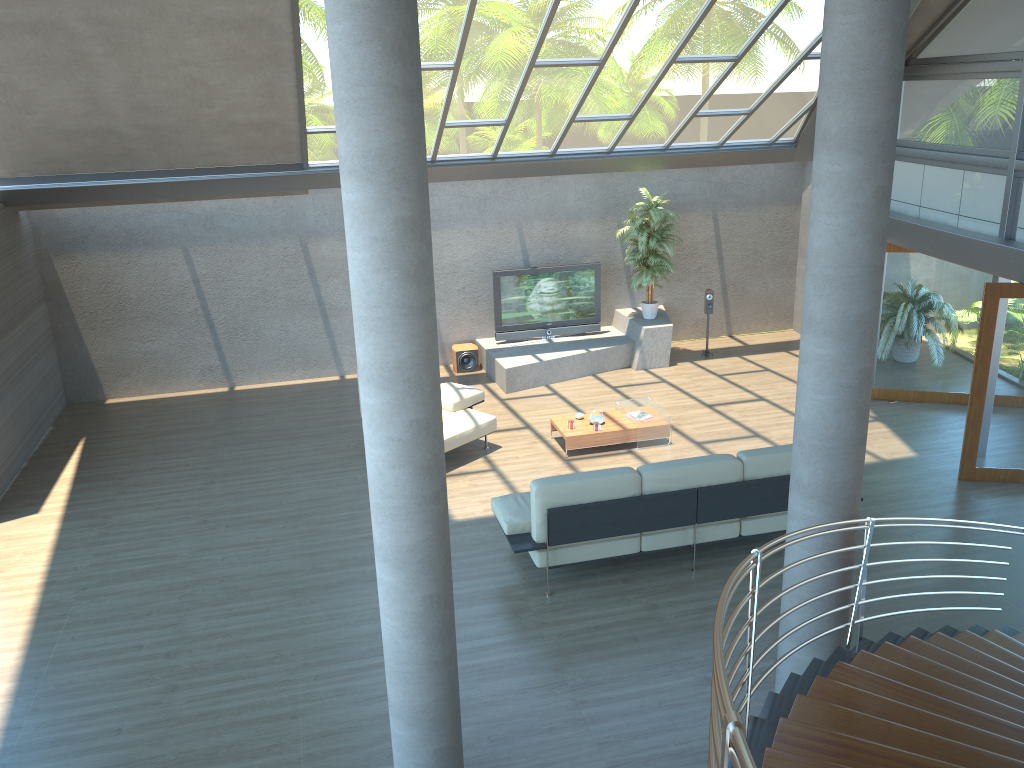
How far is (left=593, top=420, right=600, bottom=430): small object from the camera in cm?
960

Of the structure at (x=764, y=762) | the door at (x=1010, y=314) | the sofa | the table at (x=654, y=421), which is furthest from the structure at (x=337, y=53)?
the door at (x=1010, y=314)

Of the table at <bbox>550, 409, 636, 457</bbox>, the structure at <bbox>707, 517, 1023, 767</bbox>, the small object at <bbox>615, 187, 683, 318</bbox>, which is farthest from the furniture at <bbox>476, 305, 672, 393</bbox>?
the structure at <bbox>707, 517, 1023, 767</bbox>

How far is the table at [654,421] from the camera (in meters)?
9.66

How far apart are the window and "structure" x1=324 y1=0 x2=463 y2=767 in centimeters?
686cm

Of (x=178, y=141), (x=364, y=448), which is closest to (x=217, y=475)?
(x=364, y=448)

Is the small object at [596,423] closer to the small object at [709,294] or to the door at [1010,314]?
the door at [1010,314]

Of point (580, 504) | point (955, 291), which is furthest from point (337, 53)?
point (955, 291)

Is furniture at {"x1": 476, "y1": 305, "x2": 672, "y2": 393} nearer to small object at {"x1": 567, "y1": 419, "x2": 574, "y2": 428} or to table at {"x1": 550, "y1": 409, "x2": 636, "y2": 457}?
table at {"x1": 550, "y1": 409, "x2": 636, "y2": 457}

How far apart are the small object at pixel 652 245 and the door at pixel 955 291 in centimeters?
286cm
